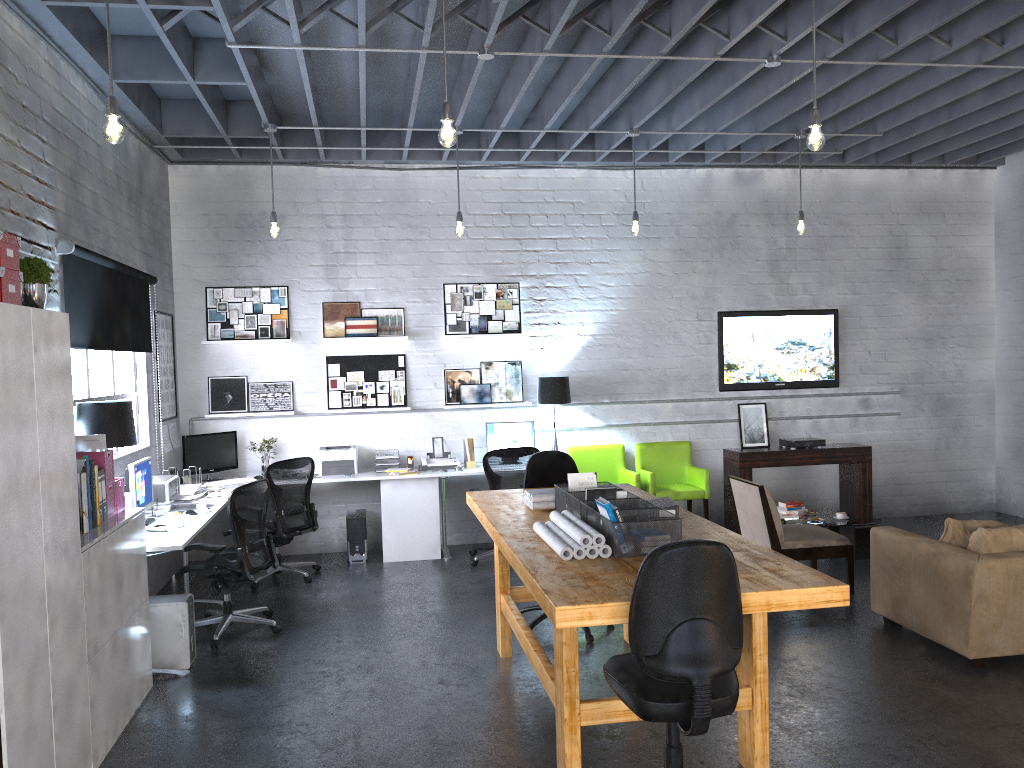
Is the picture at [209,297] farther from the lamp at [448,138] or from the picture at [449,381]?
the lamp at [448,138]

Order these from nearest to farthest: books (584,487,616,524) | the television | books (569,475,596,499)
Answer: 1. books (584,487,616,524)
2. books (569,475,596,499)
3. the television

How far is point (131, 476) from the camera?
5.6 meters

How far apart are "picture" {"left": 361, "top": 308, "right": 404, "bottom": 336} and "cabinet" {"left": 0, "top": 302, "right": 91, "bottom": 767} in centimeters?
472cm

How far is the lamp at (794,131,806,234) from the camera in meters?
7.6

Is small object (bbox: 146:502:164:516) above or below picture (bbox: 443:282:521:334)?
below

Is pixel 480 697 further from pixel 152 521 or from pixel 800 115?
pixel 800 115

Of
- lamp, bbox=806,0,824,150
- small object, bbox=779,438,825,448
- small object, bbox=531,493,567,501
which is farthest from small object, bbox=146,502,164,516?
small object, bbox=779,438,825,448

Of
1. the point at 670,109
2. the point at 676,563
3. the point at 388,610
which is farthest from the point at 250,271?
the point at 676,563

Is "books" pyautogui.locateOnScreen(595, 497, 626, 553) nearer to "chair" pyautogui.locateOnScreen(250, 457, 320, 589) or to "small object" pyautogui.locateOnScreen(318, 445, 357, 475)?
"chair" pyautogui.locateOnScreen(250, 457, 320, 589)
